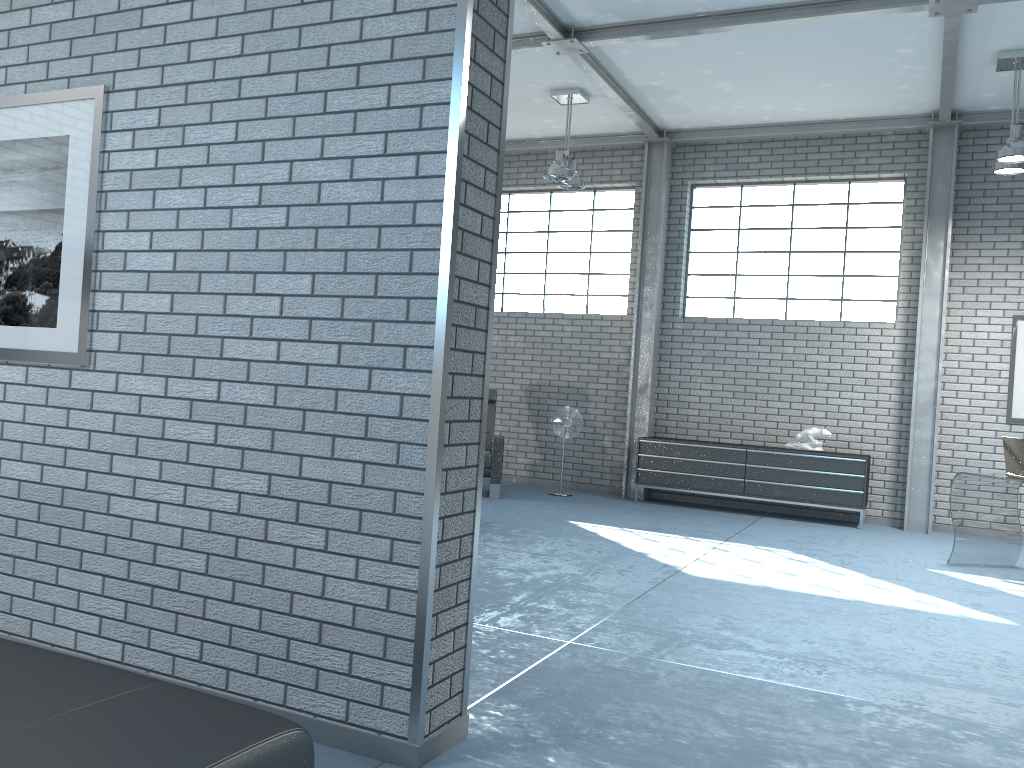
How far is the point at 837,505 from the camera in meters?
8.5 m

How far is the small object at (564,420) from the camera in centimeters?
939cm

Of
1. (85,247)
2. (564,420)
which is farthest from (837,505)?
(85,247)

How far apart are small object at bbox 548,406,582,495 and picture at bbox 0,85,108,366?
6.5 meters

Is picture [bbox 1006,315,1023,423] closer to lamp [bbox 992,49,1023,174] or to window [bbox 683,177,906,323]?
window [bbox 683,177,906,323]

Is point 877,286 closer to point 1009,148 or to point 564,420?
point 1009,148

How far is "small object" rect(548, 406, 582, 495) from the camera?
9.4 meters

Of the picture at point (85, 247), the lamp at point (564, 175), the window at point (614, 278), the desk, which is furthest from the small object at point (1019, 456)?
the picture at point (85, 247)

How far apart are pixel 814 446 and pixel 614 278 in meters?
3.0

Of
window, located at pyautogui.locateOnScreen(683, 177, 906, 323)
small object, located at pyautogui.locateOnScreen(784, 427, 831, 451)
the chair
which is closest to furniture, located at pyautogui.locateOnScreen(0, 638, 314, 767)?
the chair
